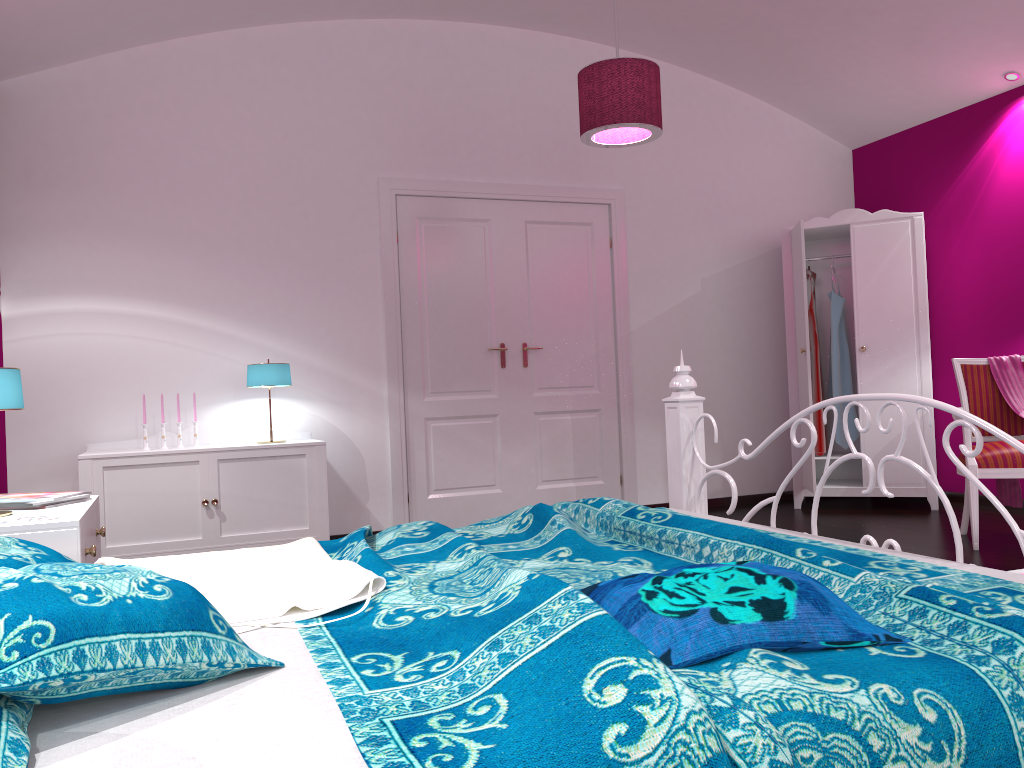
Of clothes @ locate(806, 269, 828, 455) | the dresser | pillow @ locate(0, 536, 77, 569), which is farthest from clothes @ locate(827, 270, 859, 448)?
pillow @ locate(0, 536, 77, 569)

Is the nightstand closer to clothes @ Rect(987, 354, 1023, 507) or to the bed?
the bed

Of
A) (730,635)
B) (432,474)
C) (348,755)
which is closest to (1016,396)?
(432,474)

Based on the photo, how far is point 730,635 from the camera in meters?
1.2 m

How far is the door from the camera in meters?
5.3 m

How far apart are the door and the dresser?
1.15m

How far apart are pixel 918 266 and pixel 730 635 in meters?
4.9

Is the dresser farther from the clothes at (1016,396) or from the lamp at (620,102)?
the lamp at (620,102)

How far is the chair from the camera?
4.1m

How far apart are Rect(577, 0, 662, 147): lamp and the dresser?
1.62m
